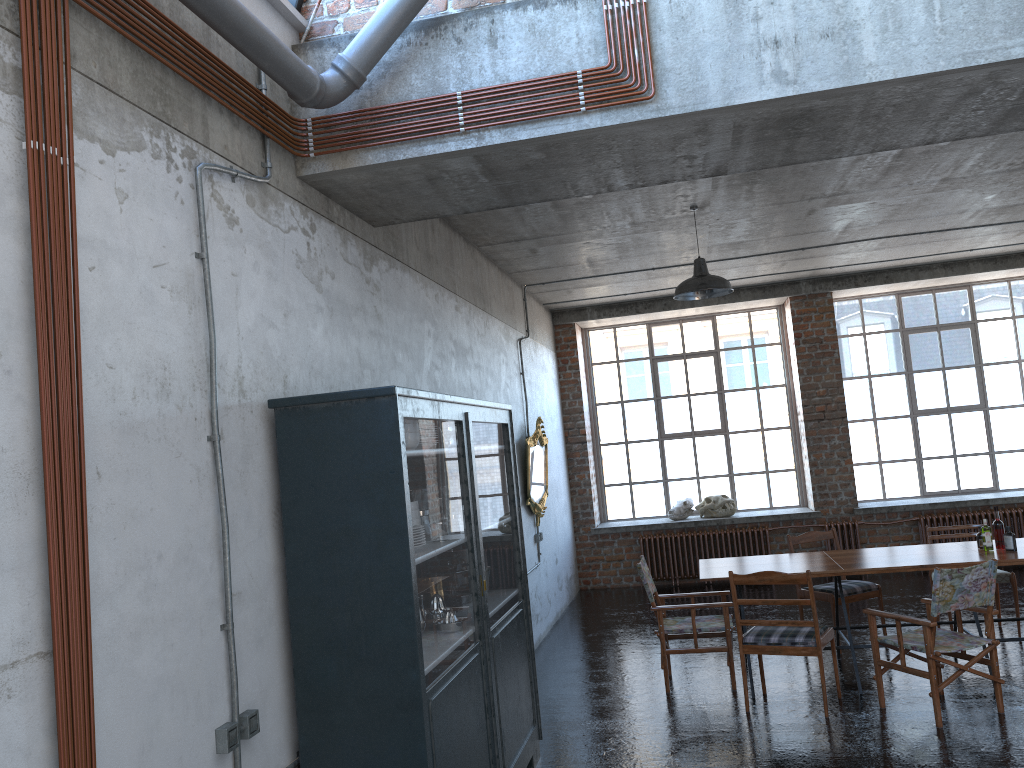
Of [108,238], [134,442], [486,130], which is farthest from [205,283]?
[486,130]

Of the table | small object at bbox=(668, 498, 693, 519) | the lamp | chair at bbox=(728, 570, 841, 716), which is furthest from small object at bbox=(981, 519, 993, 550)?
small object at bbox=(668, 498, 693, 519)

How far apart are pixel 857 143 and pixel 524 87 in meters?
1.8 m

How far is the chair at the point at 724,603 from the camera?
6.86m

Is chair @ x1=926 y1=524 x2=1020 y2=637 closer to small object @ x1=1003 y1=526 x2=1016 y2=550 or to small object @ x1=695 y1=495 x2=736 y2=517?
small object @ x1=1003 y1=526 x2=1016 y2=550

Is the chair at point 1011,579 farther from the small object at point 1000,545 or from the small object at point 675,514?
the small object at point 675,514

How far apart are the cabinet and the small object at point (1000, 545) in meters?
3.7

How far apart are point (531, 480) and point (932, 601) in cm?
441

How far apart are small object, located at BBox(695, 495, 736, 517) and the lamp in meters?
5.0 m

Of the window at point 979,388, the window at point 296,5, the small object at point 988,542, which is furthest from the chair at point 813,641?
the window at point 979,388
